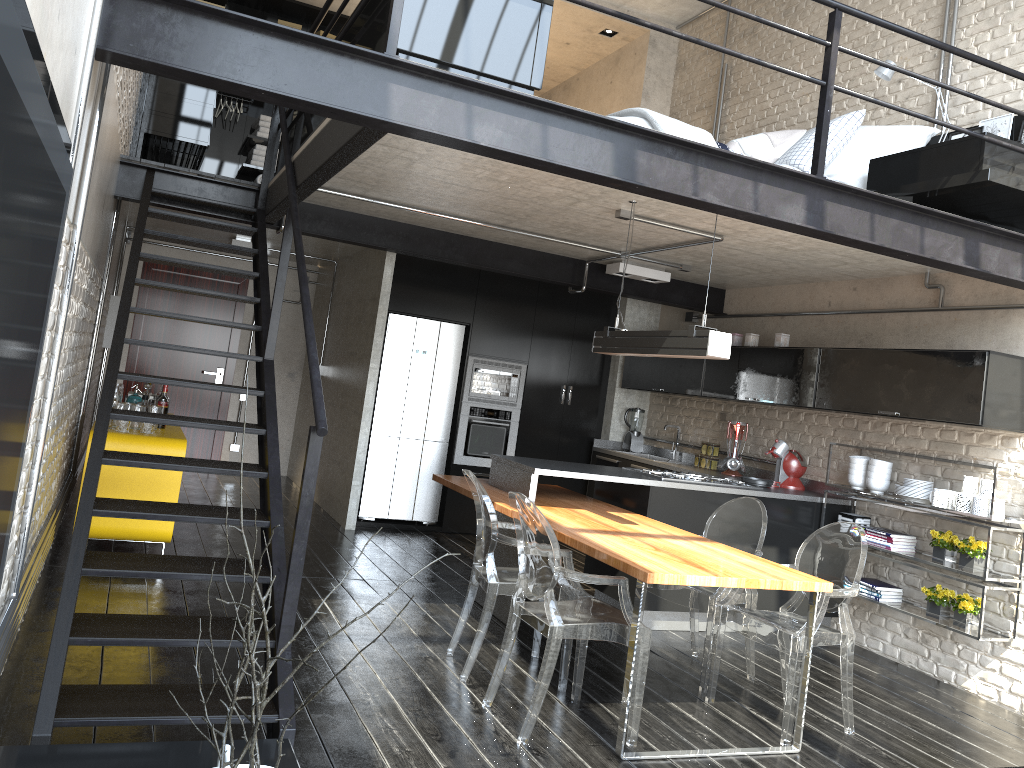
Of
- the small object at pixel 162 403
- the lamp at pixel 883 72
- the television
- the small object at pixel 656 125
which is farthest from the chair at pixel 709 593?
the television

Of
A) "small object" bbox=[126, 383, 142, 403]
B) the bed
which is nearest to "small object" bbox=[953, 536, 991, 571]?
the bed

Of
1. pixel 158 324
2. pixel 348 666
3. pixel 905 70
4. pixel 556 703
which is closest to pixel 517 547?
Answer: pixel 556 703

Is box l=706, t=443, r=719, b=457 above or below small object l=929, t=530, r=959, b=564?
above

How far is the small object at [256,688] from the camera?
1.16m

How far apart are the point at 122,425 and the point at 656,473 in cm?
337

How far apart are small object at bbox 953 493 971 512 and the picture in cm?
214

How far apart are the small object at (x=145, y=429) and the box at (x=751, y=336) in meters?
4.3

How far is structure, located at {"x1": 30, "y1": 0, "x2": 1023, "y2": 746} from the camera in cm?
285

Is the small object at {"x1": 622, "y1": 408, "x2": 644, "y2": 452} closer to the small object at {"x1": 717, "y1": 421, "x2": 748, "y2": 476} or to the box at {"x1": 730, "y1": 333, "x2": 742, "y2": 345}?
the small object at {"x1": 717, "y1": 421, "x2": 748, "y2": 476}
